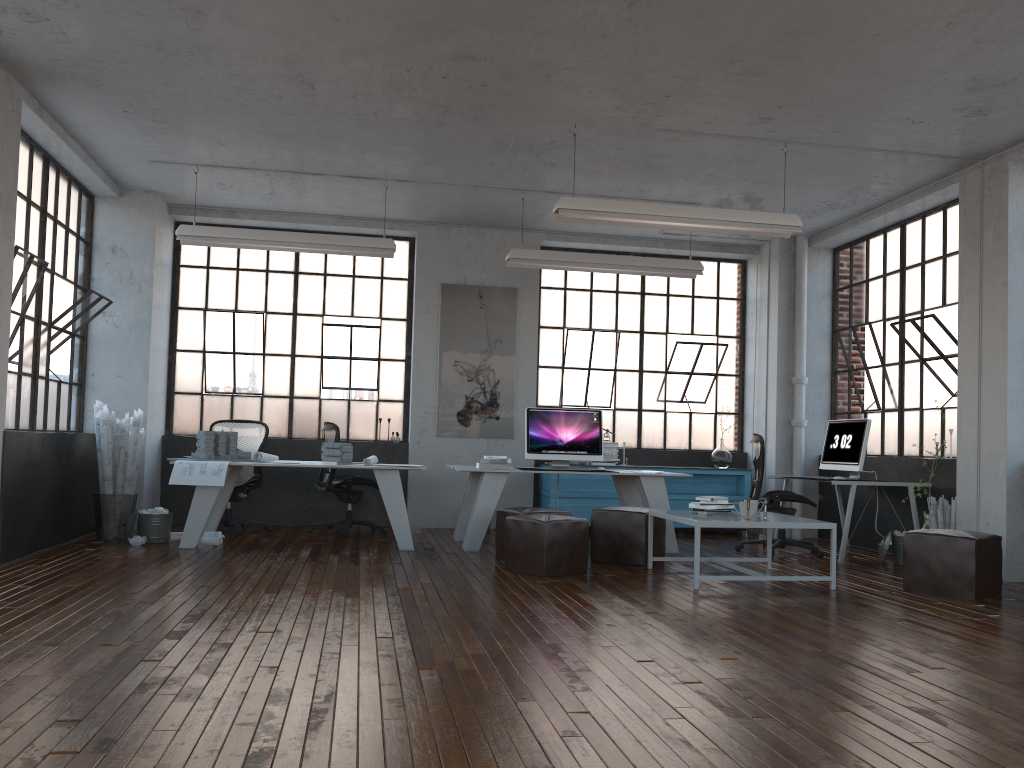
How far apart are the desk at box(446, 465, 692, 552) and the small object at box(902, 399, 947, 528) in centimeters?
205cm

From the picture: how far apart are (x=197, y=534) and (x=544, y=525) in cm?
293

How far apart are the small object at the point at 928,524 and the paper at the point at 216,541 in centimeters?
559cm

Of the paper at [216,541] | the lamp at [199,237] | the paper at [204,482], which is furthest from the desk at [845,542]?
the paper at [216,541]

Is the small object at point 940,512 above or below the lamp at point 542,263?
below

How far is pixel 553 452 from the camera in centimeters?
799cm

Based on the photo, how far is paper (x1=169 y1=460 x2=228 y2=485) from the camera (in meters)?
6.94

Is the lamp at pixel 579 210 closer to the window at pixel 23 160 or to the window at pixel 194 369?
the window at pixel 194 369

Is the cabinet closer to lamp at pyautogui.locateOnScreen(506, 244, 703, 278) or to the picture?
the picture

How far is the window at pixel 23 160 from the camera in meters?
6.8
